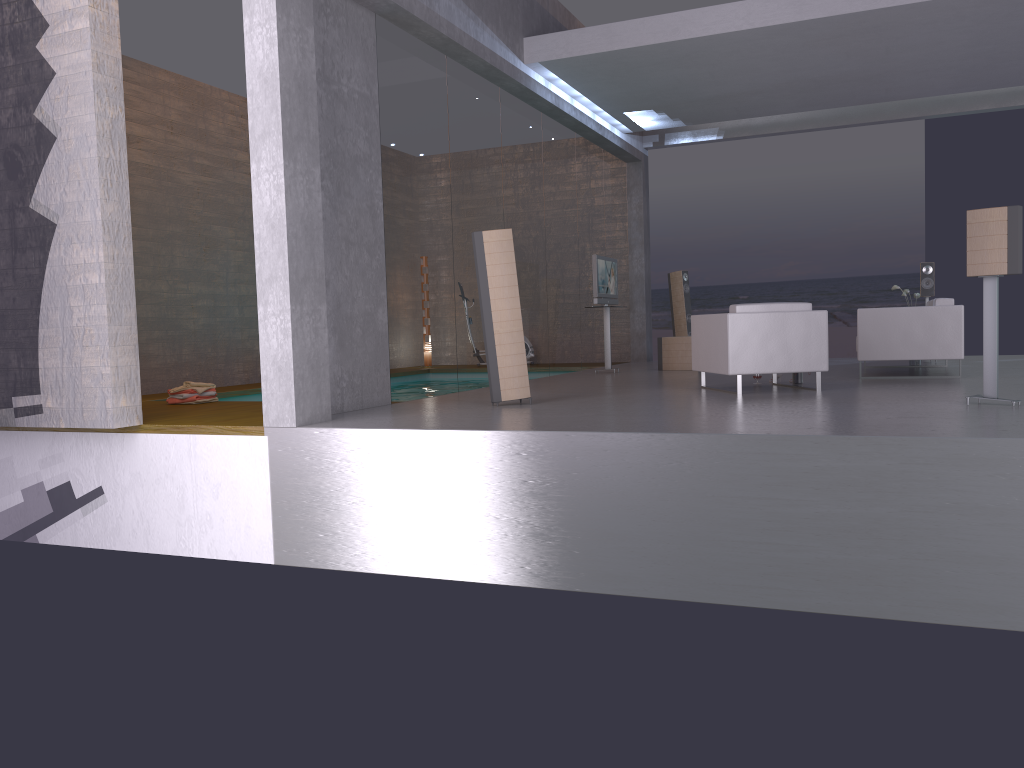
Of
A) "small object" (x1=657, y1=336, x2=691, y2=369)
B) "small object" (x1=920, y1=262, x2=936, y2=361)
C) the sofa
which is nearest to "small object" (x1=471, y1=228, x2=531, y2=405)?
the sofa

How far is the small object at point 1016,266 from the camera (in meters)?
6.03

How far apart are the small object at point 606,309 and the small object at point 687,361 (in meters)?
0.78

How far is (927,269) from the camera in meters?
12.0 m

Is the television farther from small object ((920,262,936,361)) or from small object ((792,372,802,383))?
small object ((920,262,936,361))

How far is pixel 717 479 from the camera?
5.12m

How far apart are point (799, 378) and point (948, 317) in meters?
1.7

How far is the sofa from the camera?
9.0m

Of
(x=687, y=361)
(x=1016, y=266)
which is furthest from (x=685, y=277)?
(x=1016, y=266)

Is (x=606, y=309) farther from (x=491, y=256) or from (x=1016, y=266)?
(x=1016, y=266)
